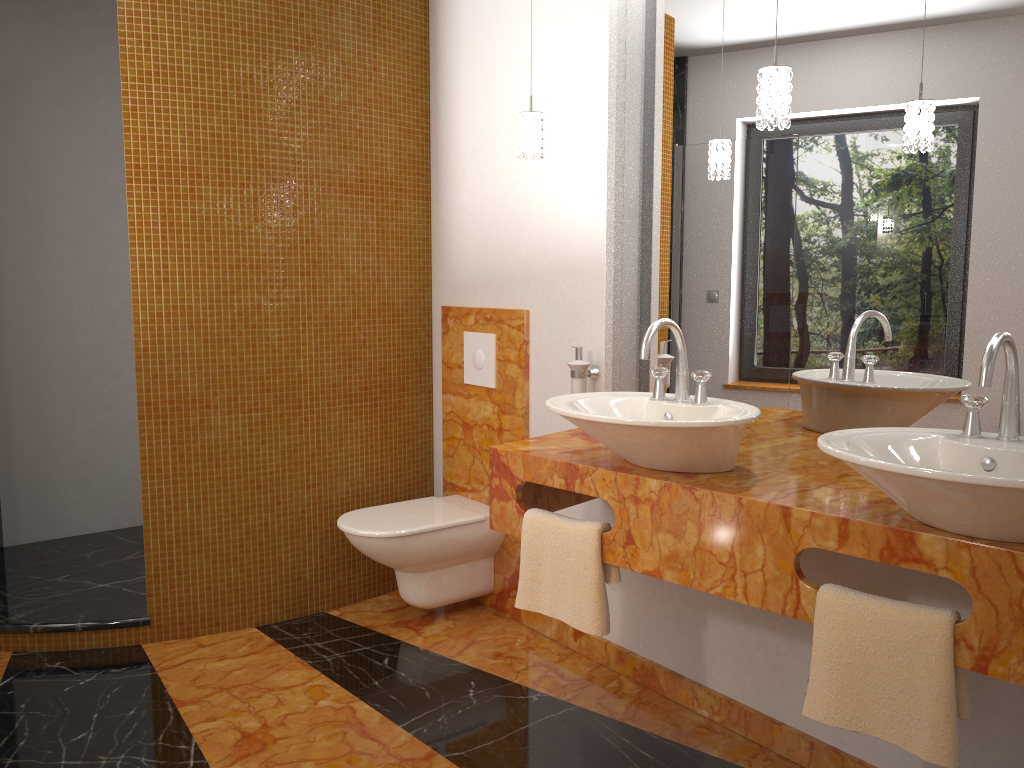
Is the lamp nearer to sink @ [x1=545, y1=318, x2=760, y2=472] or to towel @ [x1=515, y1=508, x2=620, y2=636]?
sink @ [x1=545, y1=318, x2=760, y2=472]

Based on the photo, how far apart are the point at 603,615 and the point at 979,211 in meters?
1.3

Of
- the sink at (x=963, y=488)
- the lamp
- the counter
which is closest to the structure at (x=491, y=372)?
the counter

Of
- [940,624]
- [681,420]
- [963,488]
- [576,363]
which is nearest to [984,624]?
[940,624]

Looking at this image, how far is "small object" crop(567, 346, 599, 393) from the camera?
2.8 meters

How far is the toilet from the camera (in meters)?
3.02

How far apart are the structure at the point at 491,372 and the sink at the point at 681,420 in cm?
96

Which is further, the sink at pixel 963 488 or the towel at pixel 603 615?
the towel at pixel 603 615

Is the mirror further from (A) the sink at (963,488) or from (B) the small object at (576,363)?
(A) the sink at (963,488)

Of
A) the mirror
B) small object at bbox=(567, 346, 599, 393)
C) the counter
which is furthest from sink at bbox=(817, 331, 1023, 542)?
small object at bbox=(567, 346, 599, 393)
